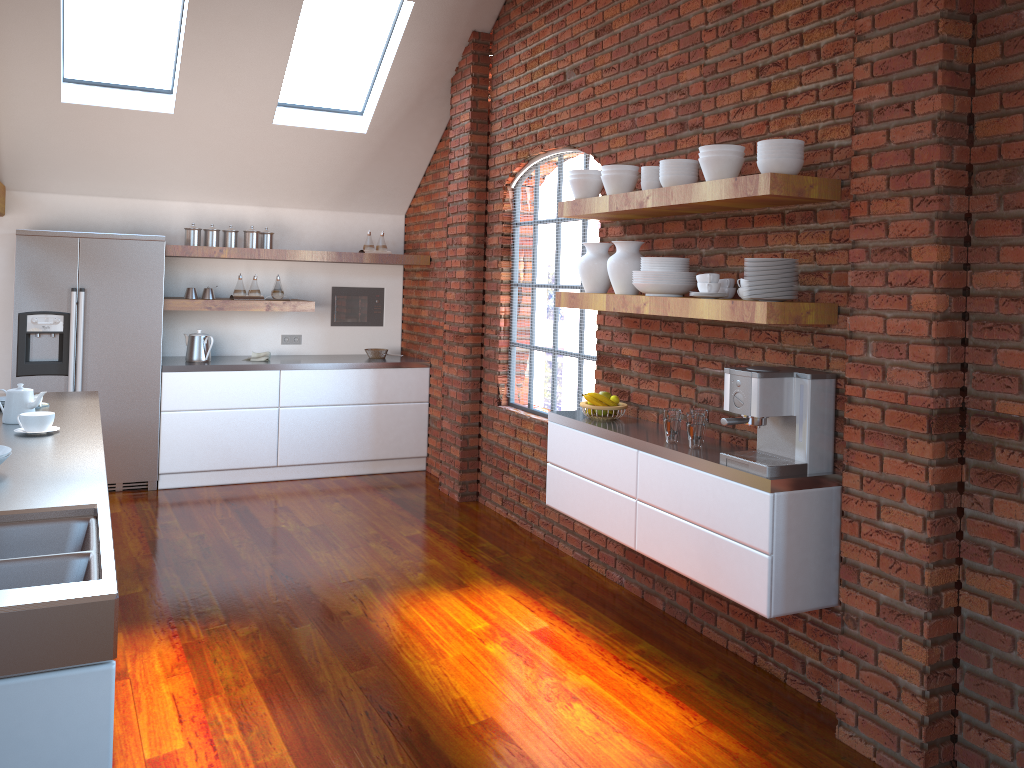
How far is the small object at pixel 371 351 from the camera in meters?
7.1

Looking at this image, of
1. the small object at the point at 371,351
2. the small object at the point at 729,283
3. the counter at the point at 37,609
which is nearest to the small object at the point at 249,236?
the small object at the point at 371,351

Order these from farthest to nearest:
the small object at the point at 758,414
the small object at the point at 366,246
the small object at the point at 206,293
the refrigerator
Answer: the small object at the point at 366,246, the small object at the point at 206,293, the refrigerator, the small object at the point at 758,414

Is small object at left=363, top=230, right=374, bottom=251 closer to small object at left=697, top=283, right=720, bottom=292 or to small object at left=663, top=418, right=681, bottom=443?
small object at left=663, top=418, right=681, bottom=443

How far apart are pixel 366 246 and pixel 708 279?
4.1m

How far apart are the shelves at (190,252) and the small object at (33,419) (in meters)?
2.96

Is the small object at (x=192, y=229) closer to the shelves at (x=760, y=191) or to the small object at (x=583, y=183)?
the shelves at (x=760, y=191)

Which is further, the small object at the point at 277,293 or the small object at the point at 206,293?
the small object at the point at 277,293

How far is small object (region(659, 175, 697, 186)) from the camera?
3.6m

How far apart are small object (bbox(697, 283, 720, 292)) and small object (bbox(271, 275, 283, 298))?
4.09m
